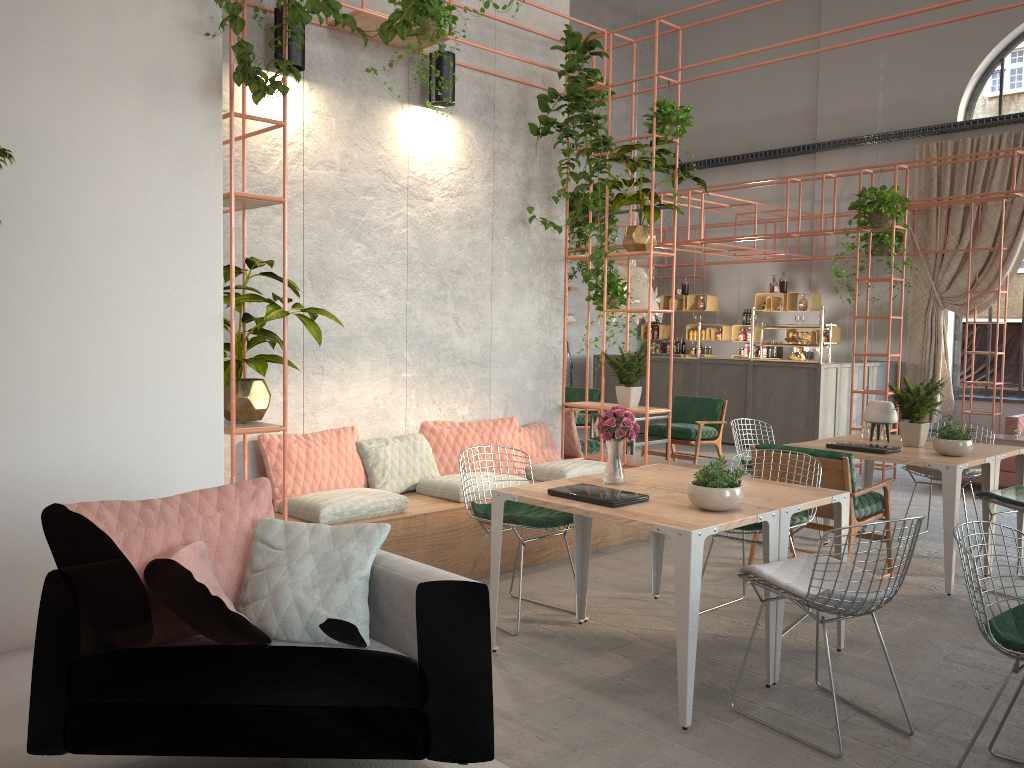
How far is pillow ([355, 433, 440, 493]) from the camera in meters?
6.0

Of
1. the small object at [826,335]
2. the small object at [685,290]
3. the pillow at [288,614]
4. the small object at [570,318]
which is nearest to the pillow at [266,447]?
the pillow at [288,614]

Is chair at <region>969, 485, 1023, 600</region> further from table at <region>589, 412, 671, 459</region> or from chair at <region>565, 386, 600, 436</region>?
chair at <region>565, 386, 600, 436</region>

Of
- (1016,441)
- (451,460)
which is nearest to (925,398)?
(451,460)

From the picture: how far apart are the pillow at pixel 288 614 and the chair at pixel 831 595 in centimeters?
166cm

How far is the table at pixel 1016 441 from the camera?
10.3m

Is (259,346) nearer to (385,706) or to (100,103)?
(100,103)

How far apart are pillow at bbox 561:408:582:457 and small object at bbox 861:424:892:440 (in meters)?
2.37

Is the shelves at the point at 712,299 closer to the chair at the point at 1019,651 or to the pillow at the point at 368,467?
the pillow at the point at 368,467

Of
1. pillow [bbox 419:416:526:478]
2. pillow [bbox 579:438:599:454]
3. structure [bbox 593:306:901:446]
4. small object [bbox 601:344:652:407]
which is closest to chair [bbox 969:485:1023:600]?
small object [bbox 601:344:652:407]
